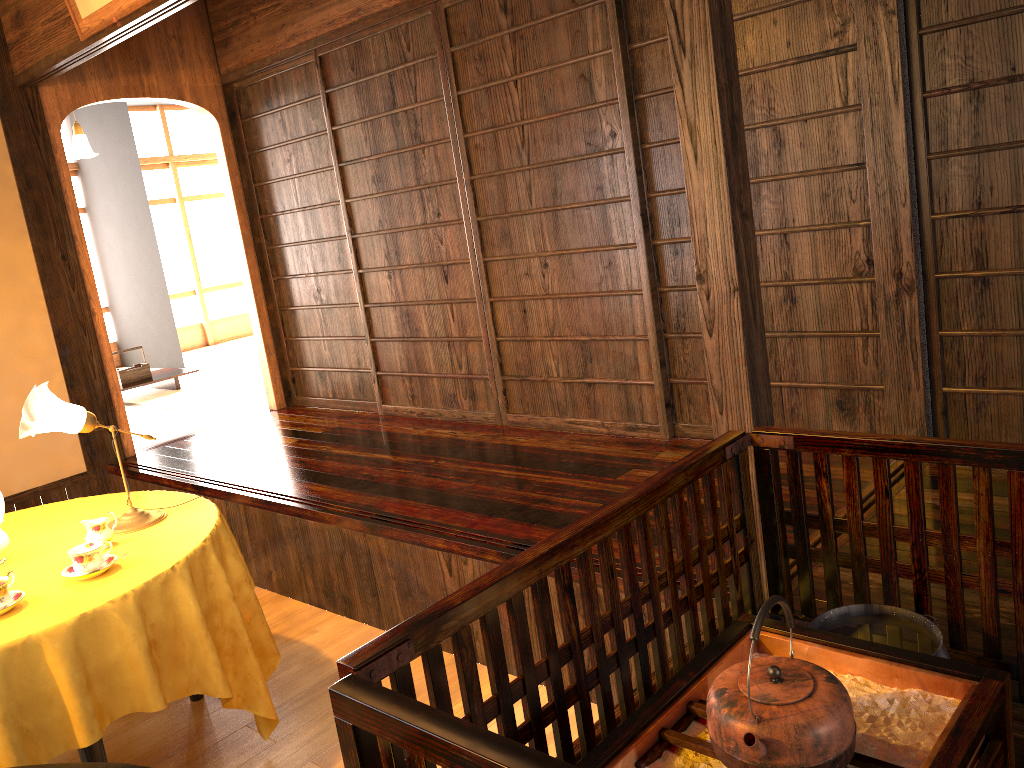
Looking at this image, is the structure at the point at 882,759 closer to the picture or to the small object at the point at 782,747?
the small object at the point at 782,747

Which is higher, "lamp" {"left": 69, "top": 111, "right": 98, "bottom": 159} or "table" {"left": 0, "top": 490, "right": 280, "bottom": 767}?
"lamp" {"left": 69, "top": 111, "right": 98, "bottom": 159}

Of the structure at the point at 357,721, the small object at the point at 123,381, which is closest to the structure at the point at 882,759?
the structure at the point at 357,721

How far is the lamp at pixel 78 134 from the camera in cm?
669

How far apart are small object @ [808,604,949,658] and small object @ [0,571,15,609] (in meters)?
1.94

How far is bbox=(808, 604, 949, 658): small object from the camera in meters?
1.7 m

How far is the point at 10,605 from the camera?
2.3 meters

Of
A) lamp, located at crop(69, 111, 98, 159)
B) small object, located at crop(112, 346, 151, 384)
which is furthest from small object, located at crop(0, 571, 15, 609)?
lamp, located at crop(69, 111, 98, 159)

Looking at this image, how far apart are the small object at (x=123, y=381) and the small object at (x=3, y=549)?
4.59m

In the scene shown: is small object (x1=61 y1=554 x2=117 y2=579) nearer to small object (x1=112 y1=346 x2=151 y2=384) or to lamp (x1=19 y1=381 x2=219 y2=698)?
lamp (x1=19 y1=381 x2=219 y2=698)
